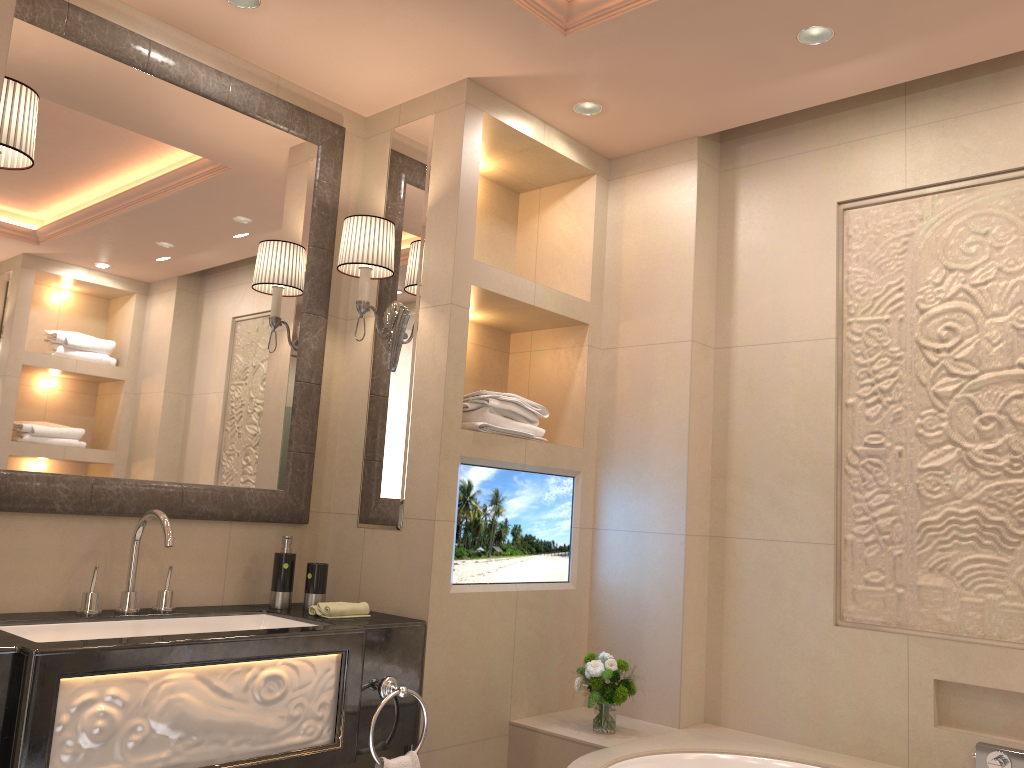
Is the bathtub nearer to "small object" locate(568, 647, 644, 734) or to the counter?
"small object" locate(568, 647, 644, 734)

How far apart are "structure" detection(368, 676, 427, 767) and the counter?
0.0 meters

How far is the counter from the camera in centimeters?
170cm

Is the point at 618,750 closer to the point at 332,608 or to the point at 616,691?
the point at 616,691

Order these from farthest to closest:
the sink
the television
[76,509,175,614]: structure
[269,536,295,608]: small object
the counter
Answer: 1. the television
2. [269,536,295,608]: small object
3. [76,509,175,614]: structure
4. the sink
5. the counter

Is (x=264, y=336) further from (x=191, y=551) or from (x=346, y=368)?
(x=191, y=551)

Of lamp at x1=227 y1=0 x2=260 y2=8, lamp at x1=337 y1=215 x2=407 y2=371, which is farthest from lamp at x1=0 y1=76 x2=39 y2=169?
lamp at x1=337 y1=215 x2=407 y2=371

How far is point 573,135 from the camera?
3.12m

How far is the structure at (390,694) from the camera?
2.31m

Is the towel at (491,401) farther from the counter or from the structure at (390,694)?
the structure at (390,694)
